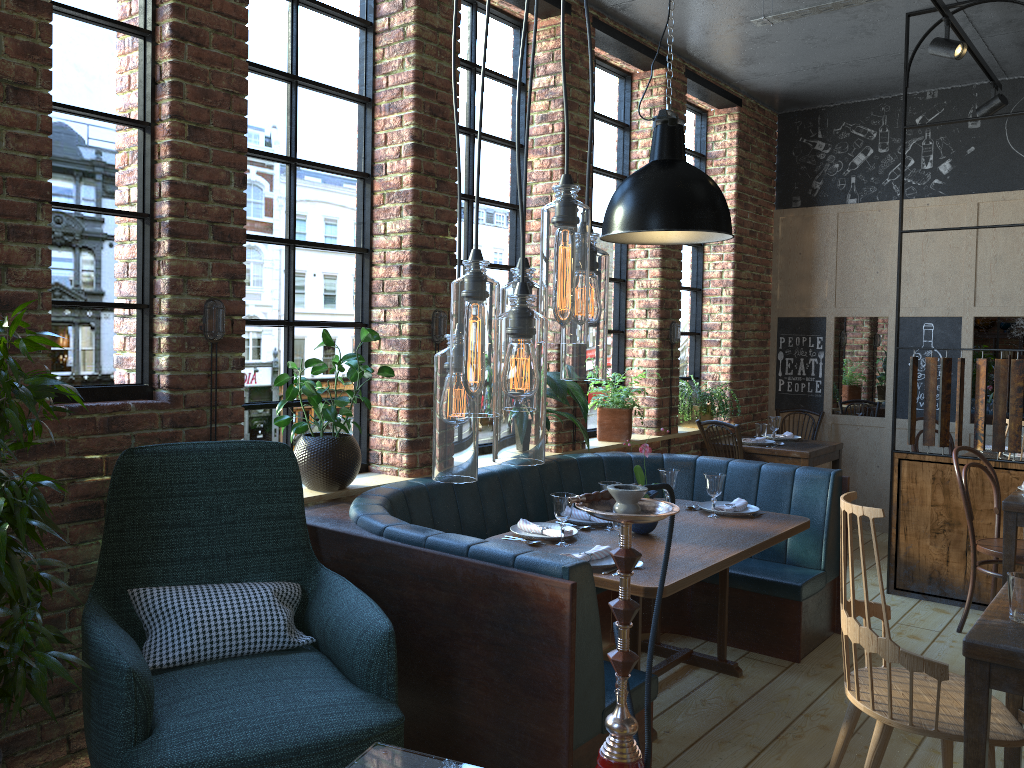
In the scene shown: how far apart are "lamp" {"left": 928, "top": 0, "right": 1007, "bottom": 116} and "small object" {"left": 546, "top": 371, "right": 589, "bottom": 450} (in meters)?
2.66

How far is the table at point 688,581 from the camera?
3.0 meters

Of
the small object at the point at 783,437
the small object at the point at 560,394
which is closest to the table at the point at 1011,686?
the small object at the point at 560,394

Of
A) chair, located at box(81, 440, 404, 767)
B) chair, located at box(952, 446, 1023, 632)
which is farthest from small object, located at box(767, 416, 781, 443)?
chair, located at box(81, 440, 404, 767)

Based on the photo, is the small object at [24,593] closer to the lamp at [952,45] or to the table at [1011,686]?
the table at [1011,686]

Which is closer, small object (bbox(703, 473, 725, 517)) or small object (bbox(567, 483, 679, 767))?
small object (bbox(567, 483, 679, 767))

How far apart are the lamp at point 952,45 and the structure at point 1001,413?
0.1 meters

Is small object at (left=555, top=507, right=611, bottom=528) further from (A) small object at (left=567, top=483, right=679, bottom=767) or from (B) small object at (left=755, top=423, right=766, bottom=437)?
(B) small object at (left=755, top=423, right=766, bottom=437)

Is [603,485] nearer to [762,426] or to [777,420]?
[777,420]

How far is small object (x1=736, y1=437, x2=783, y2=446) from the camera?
6.3 meters
